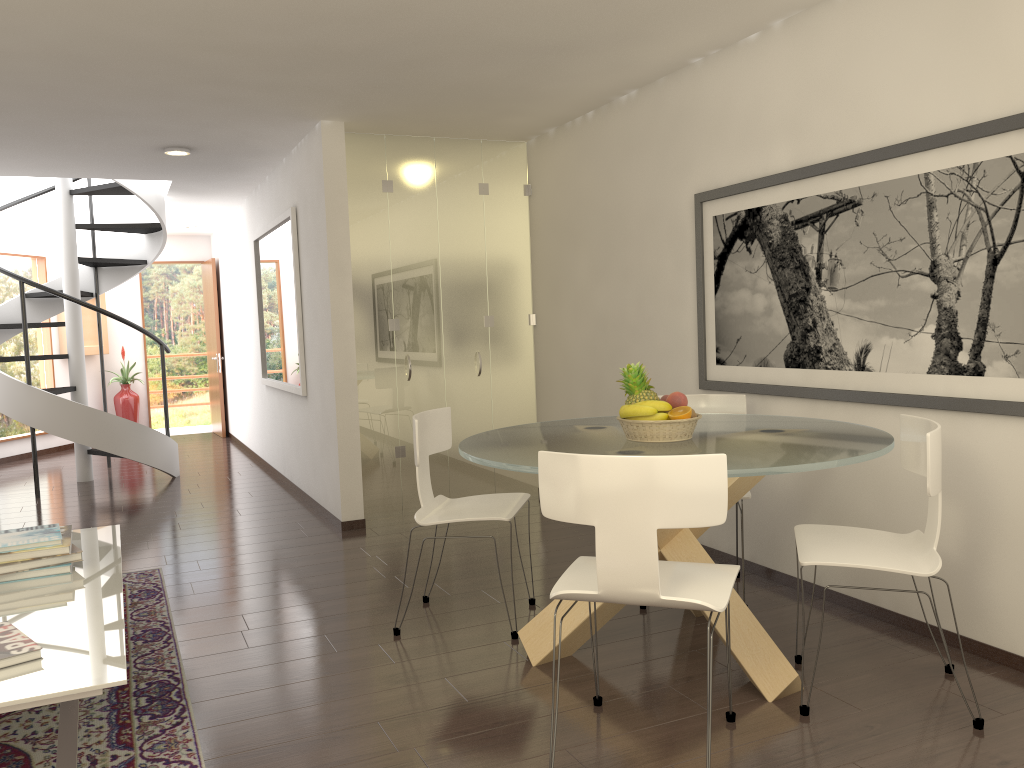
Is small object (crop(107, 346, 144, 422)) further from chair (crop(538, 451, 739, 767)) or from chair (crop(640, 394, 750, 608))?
chair (crop(538, 451, 739, 767))

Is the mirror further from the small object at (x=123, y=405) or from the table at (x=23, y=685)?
the small object at (x=123, y=405)

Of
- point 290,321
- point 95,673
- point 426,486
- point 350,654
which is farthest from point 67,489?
point 95,673

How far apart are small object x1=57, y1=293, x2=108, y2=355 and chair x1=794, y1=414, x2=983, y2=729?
10.8m

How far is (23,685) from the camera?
2.41m

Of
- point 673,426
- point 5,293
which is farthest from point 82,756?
point 5,293

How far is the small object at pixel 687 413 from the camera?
3.58m

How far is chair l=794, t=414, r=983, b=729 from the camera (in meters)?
3.03

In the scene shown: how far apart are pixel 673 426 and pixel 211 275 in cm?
1017

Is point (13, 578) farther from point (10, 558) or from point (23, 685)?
point (23, 685)
